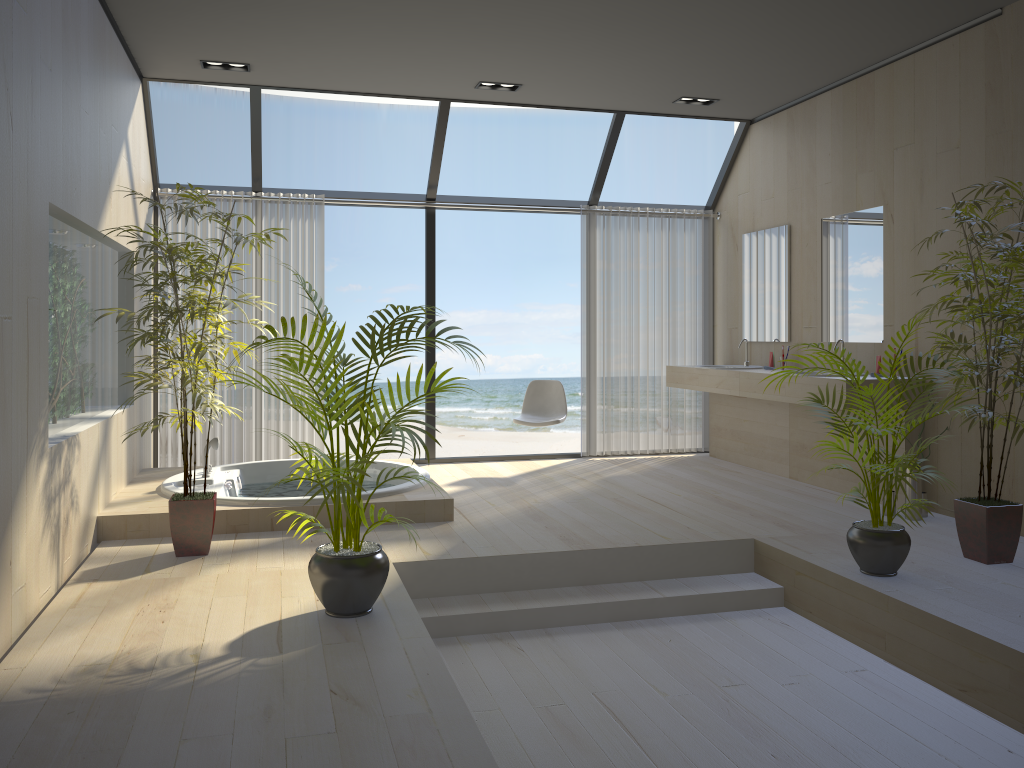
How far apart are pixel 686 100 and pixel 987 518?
3.8m

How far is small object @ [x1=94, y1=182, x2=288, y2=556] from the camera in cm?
412

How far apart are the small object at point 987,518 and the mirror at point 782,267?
2.2 meters

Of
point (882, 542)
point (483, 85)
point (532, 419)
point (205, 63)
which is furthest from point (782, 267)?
point (205, 63)

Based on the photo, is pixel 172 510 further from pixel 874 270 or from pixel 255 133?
pixel 874 270

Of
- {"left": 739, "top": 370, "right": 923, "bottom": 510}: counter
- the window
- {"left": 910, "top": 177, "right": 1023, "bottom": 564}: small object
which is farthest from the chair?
{"left": 910, "top": 177, "right": 1023, "bottom": 564}: small object

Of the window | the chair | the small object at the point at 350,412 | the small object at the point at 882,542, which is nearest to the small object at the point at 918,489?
the small object at the point at 882,542

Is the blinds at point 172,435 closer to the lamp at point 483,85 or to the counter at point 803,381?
the lamp at point 483,85

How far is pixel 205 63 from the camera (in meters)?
5.60

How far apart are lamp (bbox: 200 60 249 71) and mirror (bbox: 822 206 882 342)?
4.0m
